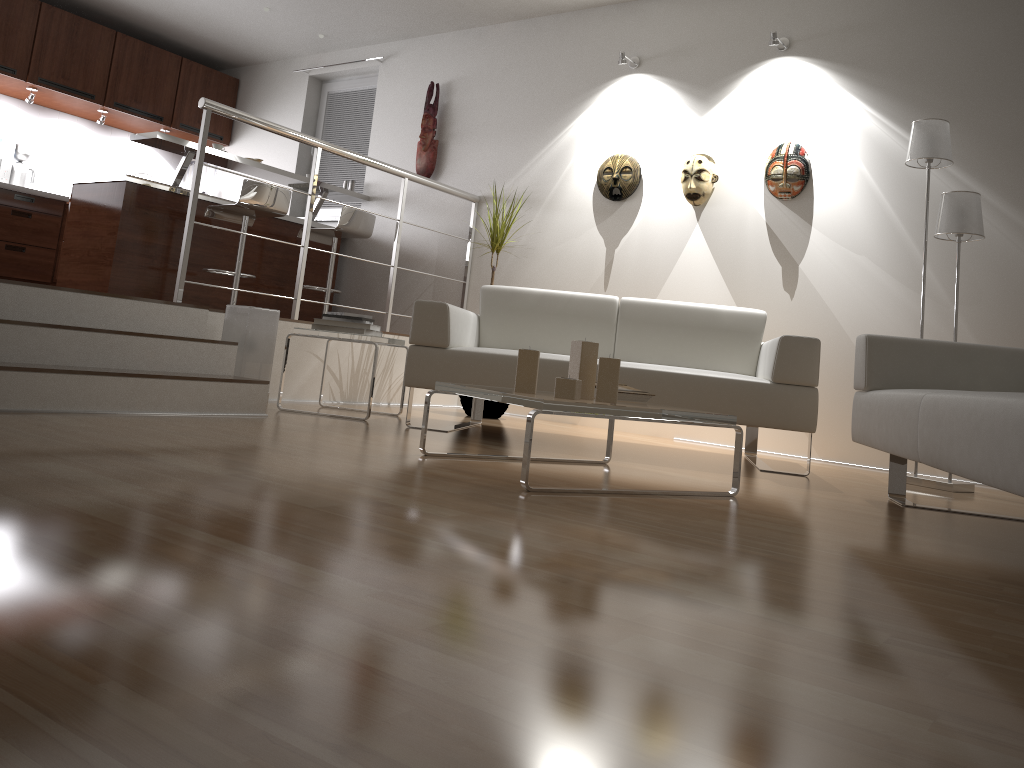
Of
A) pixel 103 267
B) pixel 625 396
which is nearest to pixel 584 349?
pixel 625 396

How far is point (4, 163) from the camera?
6.7m

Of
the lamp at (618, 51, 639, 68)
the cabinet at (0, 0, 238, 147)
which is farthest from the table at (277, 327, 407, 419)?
the cabinet at (0, 0, 238, 147)

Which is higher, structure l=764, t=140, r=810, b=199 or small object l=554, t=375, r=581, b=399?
structure l=764, t=140, r=810, b=199

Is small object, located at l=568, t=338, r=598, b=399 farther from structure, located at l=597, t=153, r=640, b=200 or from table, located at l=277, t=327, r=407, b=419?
structure, located at l=597, t=153, r=640, b=200

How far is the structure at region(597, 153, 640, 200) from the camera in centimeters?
543cm

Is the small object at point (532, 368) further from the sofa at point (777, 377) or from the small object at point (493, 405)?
the small object at point (493, 405)

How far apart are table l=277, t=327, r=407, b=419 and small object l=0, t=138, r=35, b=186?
4.0 meters

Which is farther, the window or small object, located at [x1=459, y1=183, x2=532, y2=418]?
the window

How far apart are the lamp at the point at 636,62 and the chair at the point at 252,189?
2.32m
